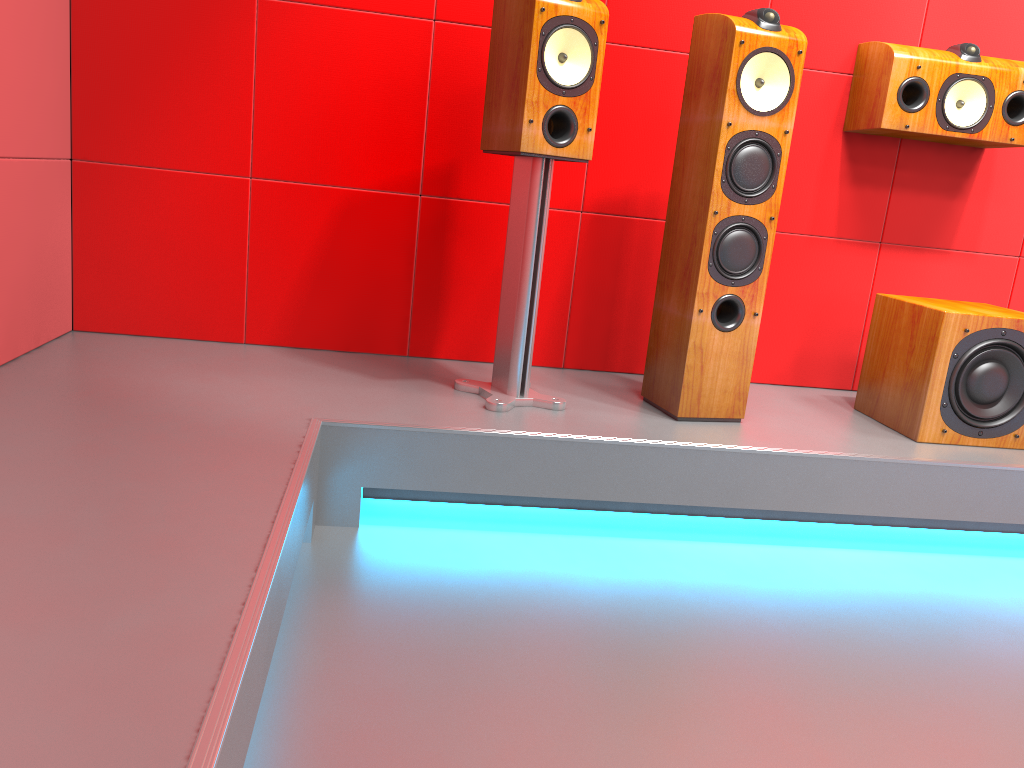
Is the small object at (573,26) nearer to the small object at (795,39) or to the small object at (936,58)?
the small object at (795,39)

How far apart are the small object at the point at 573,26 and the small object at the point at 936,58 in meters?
0.9

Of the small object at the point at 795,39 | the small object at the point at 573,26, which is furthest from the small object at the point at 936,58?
the small object at the point at 573,26

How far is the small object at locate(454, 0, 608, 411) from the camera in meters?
2.1 m

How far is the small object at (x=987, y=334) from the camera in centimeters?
234cm

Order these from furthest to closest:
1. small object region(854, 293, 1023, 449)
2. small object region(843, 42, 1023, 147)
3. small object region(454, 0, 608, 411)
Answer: small object region(843, 42, 1023, 147) < small object region(854, 293, 1023, 449) < small object region(454, 0, 608, 411)

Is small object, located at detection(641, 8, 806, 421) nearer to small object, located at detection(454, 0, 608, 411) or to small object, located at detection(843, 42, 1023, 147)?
small object, located at detection(454, 0, 608, 411)

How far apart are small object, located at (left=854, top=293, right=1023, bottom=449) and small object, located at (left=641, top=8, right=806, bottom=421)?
0.5m

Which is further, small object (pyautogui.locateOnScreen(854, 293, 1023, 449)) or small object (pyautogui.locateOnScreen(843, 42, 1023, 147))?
small object (pyautogui.locateOnScreen(843, 42, 1023, 147))

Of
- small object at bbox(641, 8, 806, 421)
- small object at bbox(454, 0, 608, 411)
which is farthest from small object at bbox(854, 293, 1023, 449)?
small object at bbox(454, 0, 608, 411)
